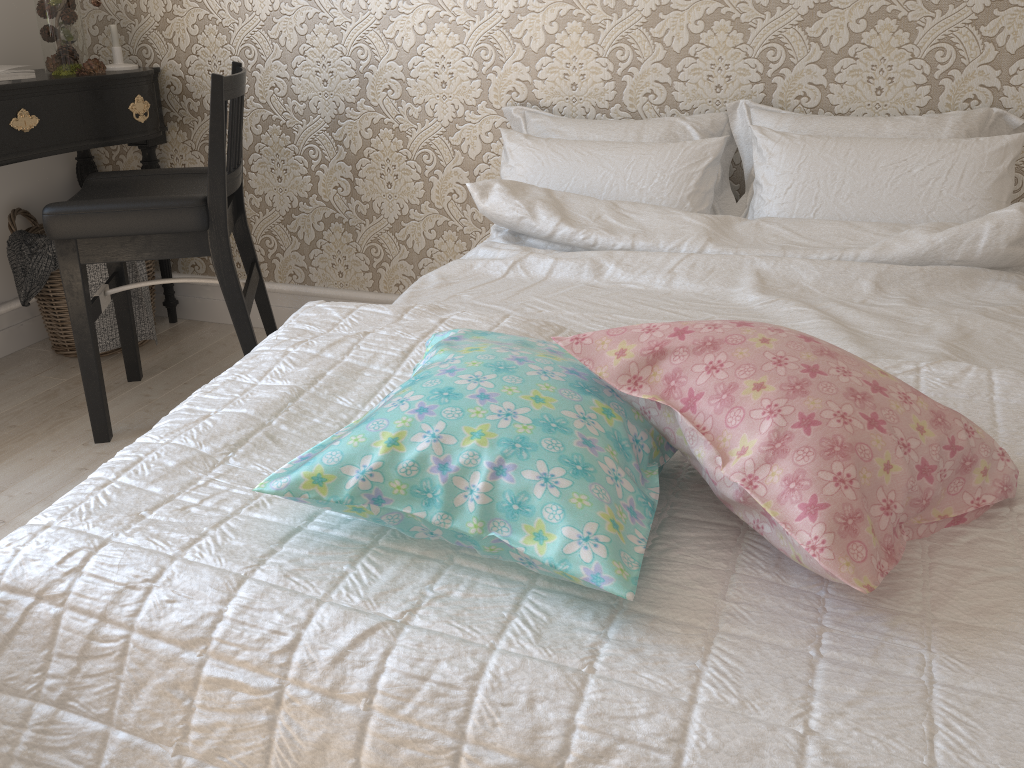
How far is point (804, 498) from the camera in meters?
0.7

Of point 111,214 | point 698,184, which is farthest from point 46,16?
point 698,184

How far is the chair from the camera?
1.9m

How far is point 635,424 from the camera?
0.9 meters

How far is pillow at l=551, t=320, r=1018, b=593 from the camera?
0.75m

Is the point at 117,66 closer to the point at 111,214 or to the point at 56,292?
the point at 56,292

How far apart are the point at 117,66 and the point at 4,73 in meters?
0.4 m

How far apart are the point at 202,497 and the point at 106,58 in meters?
2.3

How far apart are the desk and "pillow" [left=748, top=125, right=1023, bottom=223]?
1.7 meters

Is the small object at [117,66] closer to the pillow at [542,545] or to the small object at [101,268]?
the small object at [101,268]
